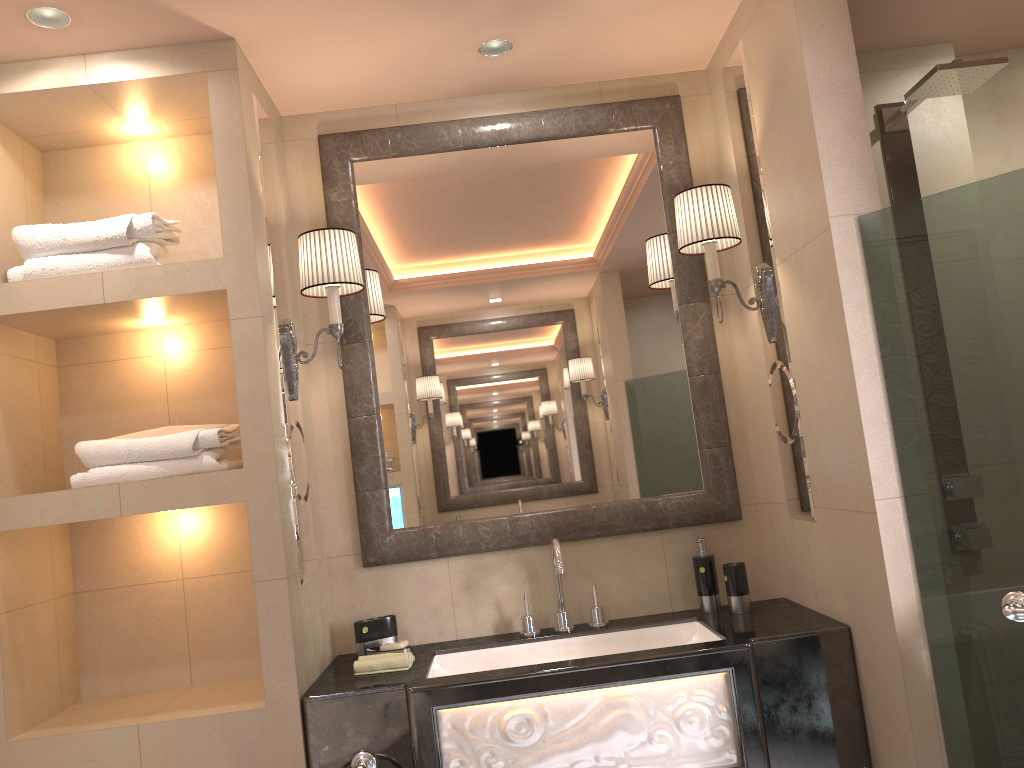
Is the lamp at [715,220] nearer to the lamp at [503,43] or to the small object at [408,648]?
the lamp at [503,43]

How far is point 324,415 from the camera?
2.7m

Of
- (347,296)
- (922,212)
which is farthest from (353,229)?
(922,212)

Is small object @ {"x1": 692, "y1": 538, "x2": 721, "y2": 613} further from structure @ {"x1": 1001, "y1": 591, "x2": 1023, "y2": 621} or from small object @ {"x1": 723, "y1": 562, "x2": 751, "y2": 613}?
structure @ {"x1": 1001, "y1": 591, "x2": 1023, "y2": 621}

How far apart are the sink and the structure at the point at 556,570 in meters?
0.0

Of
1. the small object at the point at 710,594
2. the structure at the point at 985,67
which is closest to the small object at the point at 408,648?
the small object at the point at 710,594

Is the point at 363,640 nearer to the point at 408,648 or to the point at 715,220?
the point at 408,648

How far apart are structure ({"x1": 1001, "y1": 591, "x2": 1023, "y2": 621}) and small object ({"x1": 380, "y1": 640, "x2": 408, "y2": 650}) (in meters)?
1.44

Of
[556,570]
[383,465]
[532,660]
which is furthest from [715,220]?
[532,660]

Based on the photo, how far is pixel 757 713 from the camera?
2.07m
